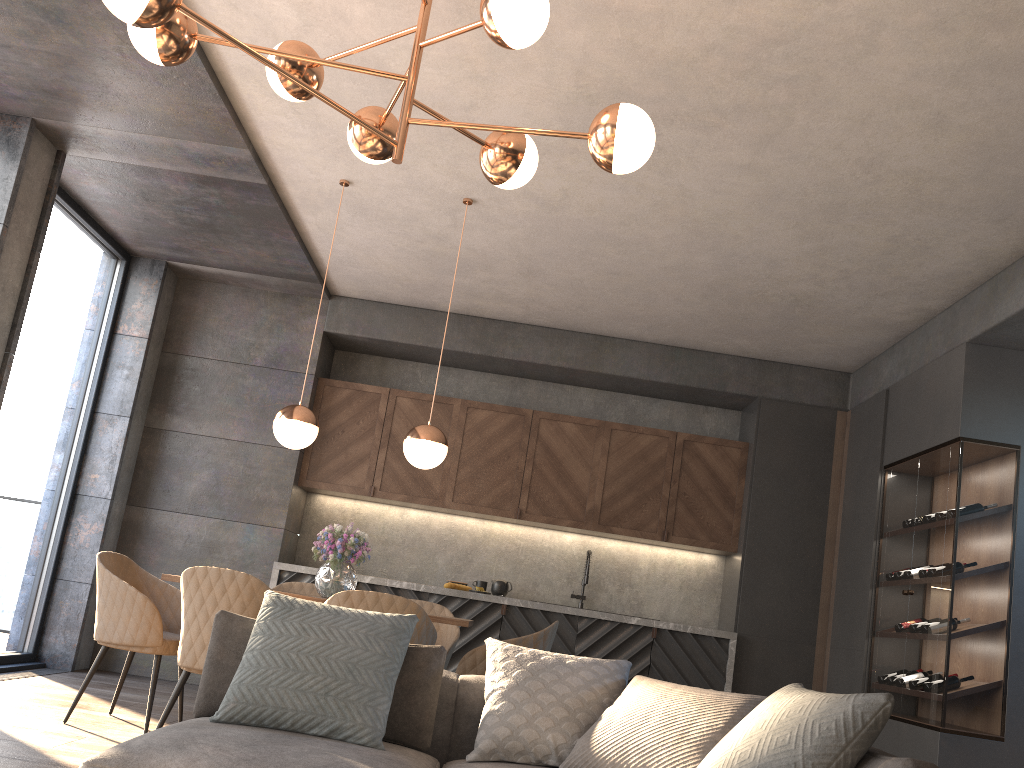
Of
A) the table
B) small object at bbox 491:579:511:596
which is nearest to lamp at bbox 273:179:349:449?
the table

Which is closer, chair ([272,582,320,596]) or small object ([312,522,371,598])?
small object ([312,522,371,598])

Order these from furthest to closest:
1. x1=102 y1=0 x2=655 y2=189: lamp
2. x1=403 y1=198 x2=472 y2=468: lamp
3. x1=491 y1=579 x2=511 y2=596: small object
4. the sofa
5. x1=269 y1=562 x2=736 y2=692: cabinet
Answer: x1=491 y1=579 x2=511 y2=596: small object → x1=269 y1=562 x2=736 y2=692: cabinet → x1=403 y1=198 x2=472 y2=468: lamp → x1=102 y1=0 x2=655 y2=189: lamp → the sofa

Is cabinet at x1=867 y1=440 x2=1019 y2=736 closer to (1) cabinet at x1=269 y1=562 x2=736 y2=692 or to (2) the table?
(1) cabinet at x1=269 y1=562 x2=736 y2=692

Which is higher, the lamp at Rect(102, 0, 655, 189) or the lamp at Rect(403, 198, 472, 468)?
the lamp at Rect(102, 0, 655, 189)

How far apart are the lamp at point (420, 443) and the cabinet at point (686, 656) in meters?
1.9

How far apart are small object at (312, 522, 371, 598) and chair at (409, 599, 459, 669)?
0.7 meters

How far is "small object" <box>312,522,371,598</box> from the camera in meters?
4.4 m

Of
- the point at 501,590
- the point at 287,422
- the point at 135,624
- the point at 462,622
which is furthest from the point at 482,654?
the point at 501,590

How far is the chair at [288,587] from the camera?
5.24m
